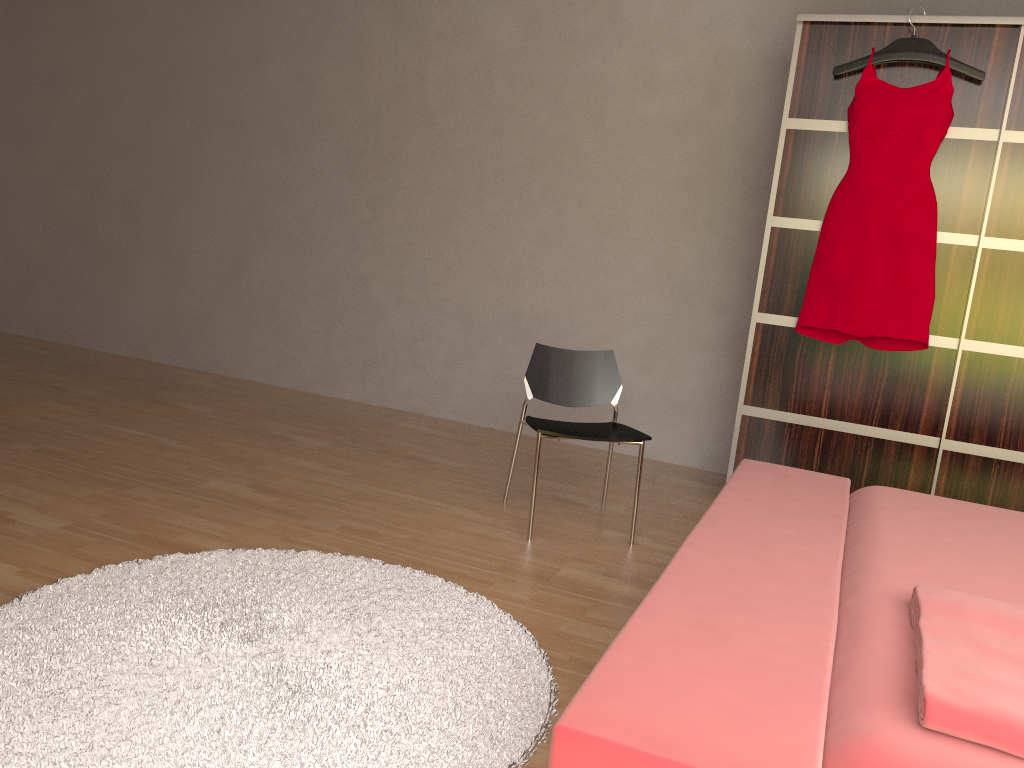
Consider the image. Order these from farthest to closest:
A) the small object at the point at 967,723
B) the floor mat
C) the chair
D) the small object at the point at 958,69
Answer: the small object at the point at 958,69
the chair
the floor mat
the small object at the point at 967,723

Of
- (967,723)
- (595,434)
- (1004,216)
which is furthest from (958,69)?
(967,723)

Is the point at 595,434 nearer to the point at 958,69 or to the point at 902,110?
the point at 902,110

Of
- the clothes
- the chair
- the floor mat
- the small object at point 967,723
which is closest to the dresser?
the clothes

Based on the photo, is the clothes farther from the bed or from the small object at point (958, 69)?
the bed

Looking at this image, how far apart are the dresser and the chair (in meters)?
0.63

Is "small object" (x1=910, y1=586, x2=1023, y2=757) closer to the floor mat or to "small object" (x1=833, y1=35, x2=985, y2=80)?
the floor mat

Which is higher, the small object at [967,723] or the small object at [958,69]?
the small object at [958,69]

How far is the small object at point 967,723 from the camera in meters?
1.2 m

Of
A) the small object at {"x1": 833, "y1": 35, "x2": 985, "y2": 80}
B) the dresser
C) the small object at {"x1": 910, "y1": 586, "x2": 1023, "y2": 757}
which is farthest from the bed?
the small object at {"x1": 833, "y1": 35, "x2": 985, "y2": 80}
